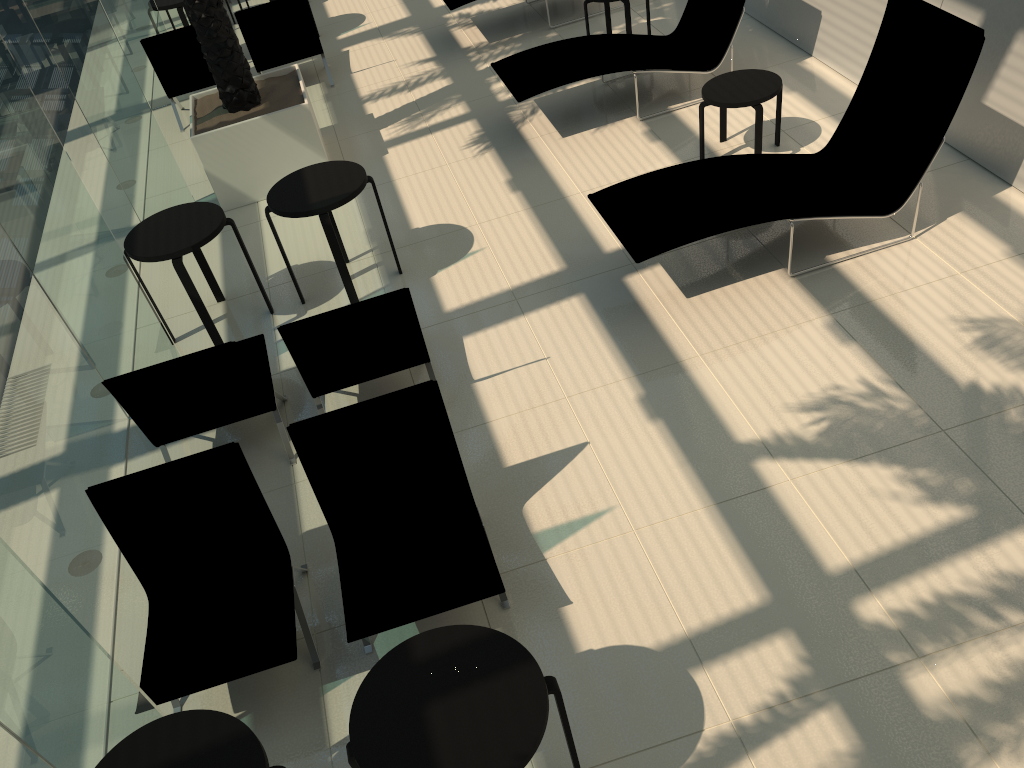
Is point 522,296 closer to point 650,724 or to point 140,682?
point 650,724

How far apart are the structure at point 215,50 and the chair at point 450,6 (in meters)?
2.02

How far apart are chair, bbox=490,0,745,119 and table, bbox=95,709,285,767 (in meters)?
5.72

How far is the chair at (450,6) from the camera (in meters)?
9.36

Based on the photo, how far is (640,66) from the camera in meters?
7.5

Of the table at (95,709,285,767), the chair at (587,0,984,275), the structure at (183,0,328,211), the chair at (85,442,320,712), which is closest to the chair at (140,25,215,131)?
the structure at (183,0,328,211)

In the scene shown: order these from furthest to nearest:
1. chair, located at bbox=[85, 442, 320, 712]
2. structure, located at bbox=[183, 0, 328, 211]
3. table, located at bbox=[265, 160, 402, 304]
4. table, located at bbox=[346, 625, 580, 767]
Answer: structure, located at bbox=[183, 0, 328, 211]
table, located at bbox=[265, 160, 402, 304]
chair, located at bbox=[85, 442, 320, 712]
table, located at bbox=[346, 625, 580, 767]

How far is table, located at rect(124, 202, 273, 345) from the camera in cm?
574

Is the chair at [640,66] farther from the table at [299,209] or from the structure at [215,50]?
the table at [299,209]

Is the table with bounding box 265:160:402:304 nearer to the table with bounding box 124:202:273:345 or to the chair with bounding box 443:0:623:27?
the table with bounding box 124:202:273:345
